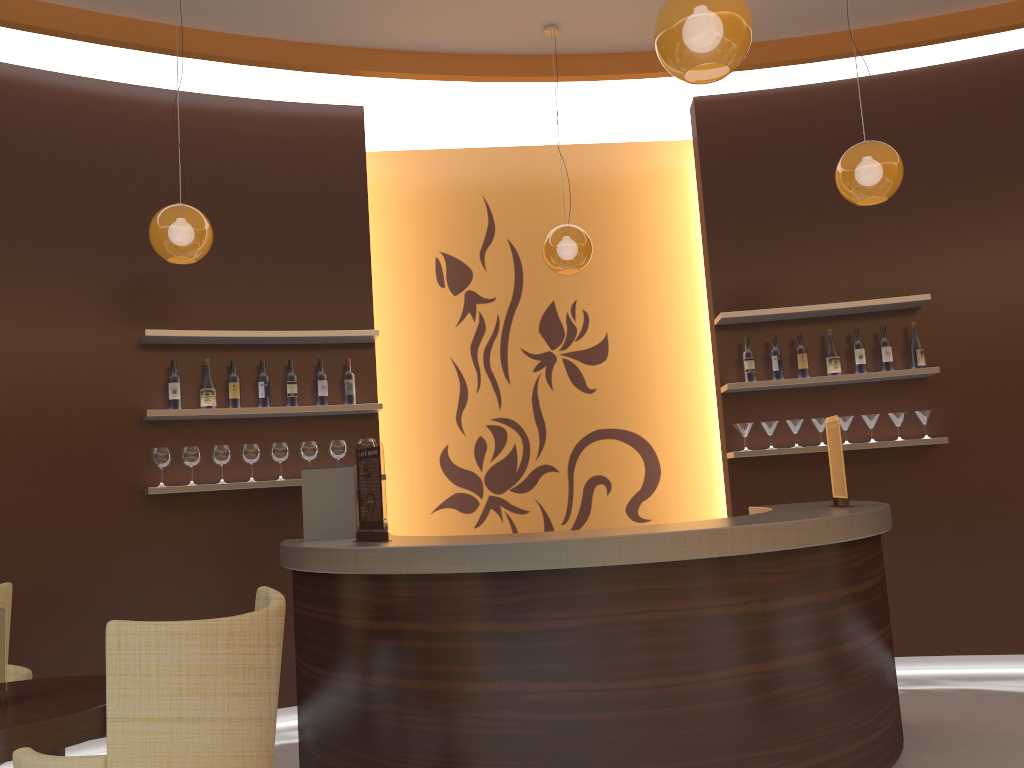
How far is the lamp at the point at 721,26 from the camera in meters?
2.6

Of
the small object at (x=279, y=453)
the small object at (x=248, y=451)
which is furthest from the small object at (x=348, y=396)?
the small object at (x=248, y=451)

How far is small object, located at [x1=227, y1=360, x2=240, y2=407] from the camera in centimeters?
512cm

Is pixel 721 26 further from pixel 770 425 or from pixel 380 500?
pixel 770 425

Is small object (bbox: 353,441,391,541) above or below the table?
above

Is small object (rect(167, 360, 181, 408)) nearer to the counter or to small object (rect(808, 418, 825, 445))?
the counter

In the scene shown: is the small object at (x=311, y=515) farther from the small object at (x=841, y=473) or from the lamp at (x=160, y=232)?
the small object at (x=841, y=473)

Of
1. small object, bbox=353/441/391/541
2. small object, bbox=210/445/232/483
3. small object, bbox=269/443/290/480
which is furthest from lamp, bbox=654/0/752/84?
small object, bbox=210/445/232/483

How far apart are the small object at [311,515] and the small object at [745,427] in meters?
2.6 m

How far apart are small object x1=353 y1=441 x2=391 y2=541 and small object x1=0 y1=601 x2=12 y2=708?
1.3m
